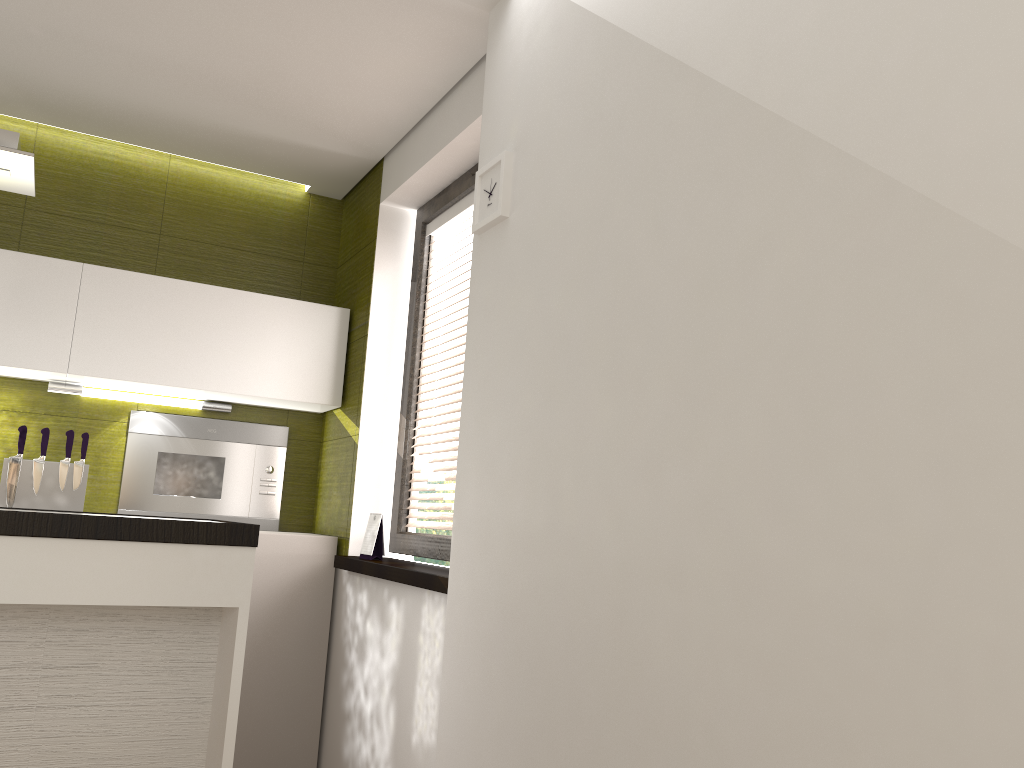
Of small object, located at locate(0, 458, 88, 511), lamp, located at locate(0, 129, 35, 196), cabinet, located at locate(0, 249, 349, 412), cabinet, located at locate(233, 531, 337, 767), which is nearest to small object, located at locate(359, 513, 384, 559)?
cabinet, located at locate(233, 531, 337, 767)

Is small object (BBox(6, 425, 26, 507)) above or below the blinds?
below

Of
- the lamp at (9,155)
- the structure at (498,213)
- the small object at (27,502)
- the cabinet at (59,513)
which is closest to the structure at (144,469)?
the small object at (27,502)

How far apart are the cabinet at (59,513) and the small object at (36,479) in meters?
1.5

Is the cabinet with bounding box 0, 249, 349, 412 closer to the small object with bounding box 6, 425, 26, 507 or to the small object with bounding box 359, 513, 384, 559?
the small object with bounding box 6, 425, 26, 507

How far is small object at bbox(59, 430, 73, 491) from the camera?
3.4 meters

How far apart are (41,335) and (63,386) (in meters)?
0.30

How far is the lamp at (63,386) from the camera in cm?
353

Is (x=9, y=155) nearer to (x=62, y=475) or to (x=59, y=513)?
(x=59, y=513)

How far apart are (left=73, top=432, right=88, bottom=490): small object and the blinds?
1.32m
